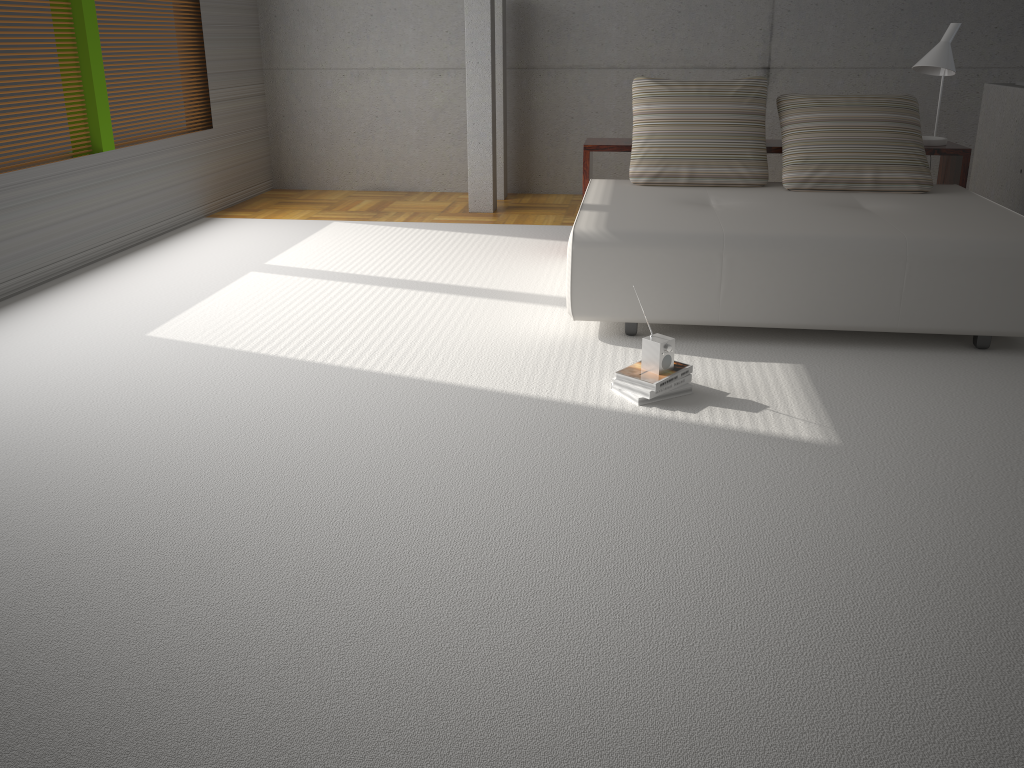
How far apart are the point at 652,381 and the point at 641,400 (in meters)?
0.09

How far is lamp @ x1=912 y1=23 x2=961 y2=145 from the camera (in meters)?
5.03

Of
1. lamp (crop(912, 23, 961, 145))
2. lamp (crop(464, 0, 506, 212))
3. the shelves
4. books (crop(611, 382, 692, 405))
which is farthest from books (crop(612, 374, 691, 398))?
lamp (crop(464, 0, 506, 212))

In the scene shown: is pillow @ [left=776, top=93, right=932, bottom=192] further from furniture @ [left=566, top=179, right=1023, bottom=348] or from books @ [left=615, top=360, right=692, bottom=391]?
books @ [left=615, top=360, right=692, bottom=391]

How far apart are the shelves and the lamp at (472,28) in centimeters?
150cm

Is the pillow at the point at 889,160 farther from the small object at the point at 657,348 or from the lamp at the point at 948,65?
the small object at the point at 657,348

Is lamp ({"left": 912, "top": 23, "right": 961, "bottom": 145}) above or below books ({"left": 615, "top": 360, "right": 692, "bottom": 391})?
above

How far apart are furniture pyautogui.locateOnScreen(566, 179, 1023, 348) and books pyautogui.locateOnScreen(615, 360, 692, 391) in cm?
53

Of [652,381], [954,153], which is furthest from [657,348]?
[954,153]

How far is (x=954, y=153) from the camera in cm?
508
